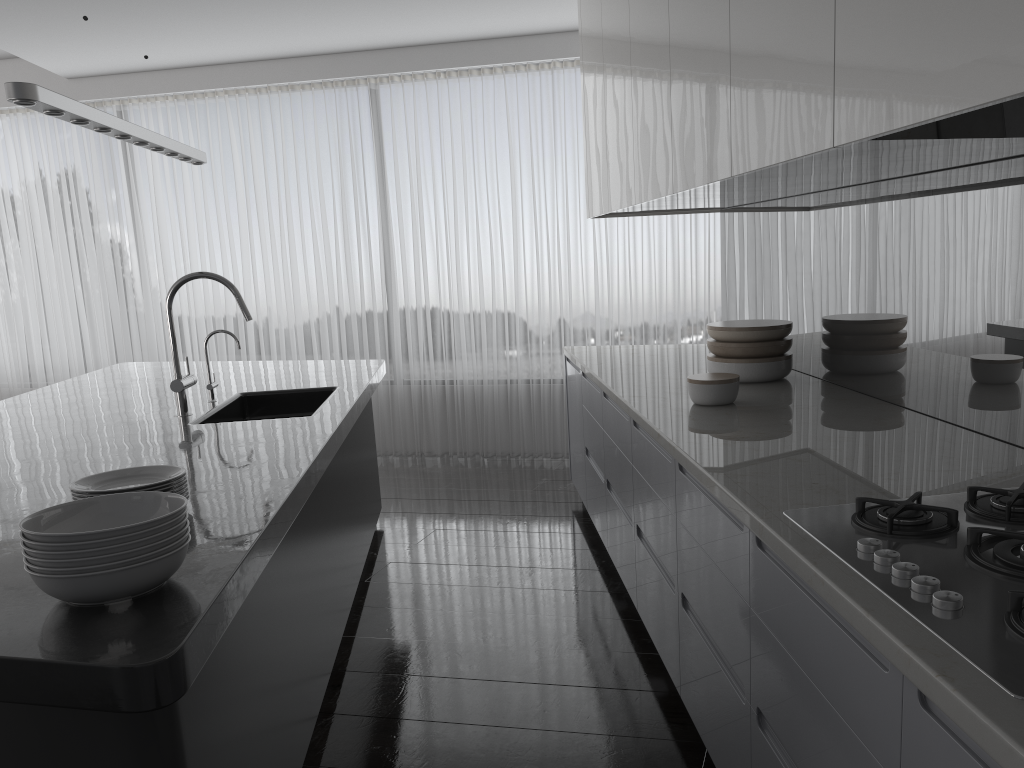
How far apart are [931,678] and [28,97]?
2.6m

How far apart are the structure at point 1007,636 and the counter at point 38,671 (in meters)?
1.12

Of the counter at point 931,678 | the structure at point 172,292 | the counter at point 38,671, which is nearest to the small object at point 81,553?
the counter at point 38,671

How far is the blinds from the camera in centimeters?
633cm

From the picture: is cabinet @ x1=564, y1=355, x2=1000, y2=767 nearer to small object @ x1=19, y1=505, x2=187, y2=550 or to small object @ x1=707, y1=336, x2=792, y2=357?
small object @ x1=707, y1=336, x2=792, y2=357

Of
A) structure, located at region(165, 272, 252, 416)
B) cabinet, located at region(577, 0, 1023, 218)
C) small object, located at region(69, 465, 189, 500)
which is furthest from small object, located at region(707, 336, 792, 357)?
small object, located at region(69, 465, 189, 500)

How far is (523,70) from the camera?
6.3m

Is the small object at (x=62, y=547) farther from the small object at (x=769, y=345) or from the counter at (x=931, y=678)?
the small object at (x=769, y=345)

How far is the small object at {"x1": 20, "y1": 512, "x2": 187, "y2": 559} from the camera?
1.6 meters

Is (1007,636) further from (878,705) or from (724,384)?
(724,384)
